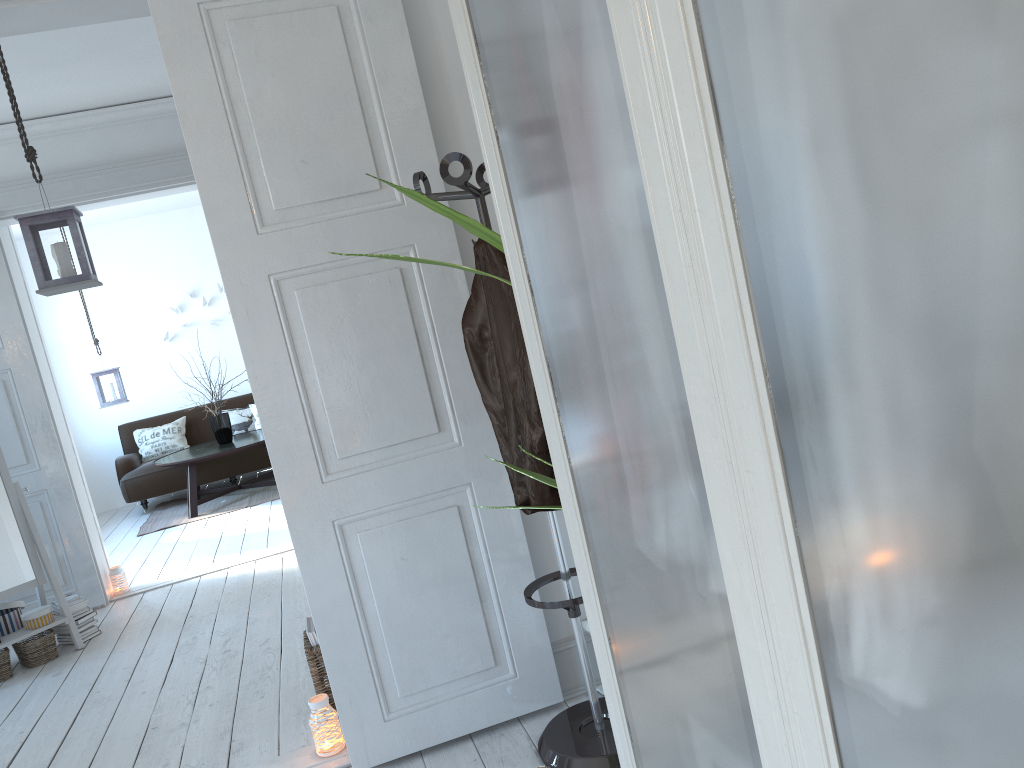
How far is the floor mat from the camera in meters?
7.5 m

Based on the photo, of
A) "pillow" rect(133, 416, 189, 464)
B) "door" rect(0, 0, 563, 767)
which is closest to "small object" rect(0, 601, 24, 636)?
"door" rect(0, 0, 563, 767)

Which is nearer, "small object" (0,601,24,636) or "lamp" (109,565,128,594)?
"small object" (0,601,24,636)

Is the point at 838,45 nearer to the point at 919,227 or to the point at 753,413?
the point at 919,227

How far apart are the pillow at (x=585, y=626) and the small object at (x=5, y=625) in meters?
3.2

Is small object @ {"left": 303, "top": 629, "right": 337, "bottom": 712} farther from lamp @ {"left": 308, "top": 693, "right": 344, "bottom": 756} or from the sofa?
the sofa

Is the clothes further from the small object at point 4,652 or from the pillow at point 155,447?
the pillow at point 155,447

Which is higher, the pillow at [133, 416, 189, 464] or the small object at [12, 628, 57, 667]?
the pillow at [133, 416, 189, 464]

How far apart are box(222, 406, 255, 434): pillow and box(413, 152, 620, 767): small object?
6.8m

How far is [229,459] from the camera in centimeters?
833cm
